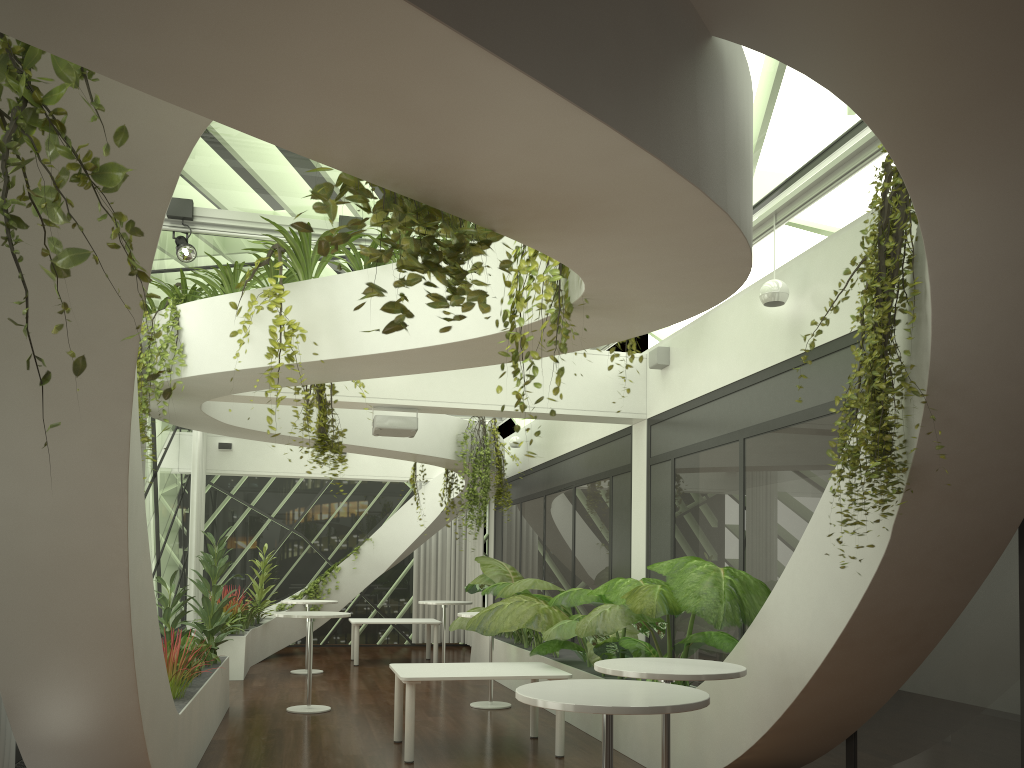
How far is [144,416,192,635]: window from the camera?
12.9m

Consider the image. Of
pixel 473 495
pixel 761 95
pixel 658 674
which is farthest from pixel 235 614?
pixel 761 95

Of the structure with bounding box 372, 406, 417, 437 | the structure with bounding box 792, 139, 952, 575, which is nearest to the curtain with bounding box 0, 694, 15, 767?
the structure with bounding box 372, 406, 417, 437

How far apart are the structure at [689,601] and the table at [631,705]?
1.7 meters

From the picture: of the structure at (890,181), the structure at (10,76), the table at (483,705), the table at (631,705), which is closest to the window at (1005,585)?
the structure at (890,181)

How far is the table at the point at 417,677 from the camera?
7.0 meters

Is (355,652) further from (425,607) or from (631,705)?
(631,705)

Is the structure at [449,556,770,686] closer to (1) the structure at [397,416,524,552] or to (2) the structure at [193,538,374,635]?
(1) the structure at [397,416,524,552]

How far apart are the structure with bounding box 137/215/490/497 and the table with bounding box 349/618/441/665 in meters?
7.4

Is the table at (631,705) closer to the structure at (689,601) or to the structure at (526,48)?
the structure at (526,48)
